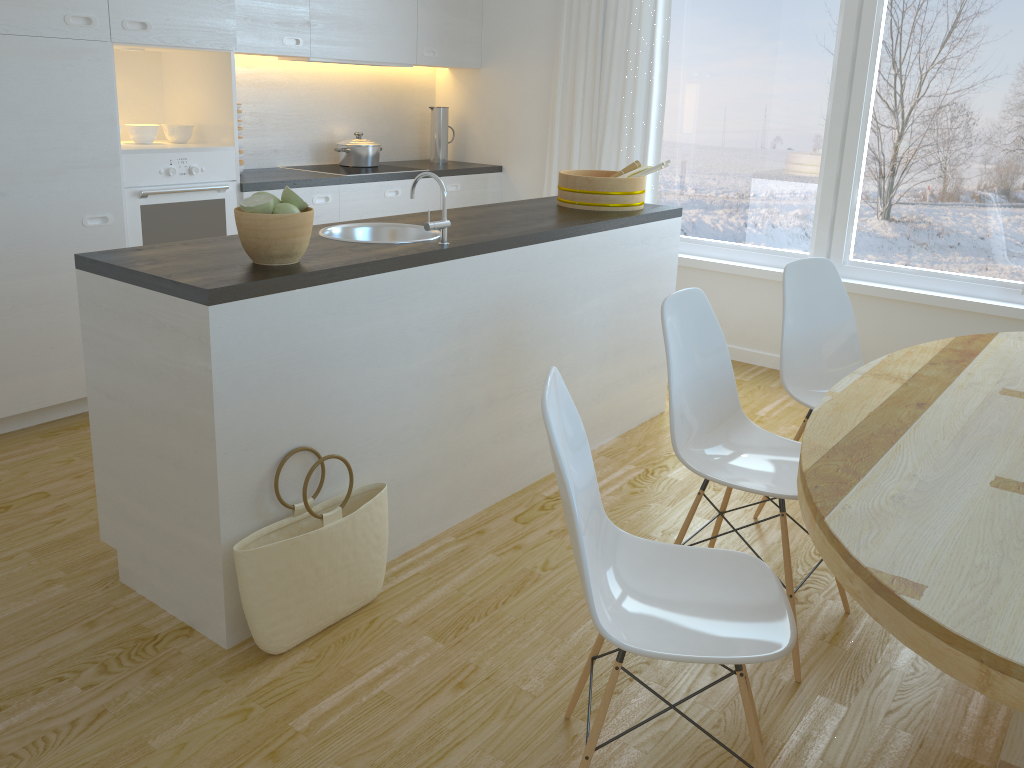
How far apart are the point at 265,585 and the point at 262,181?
2.6 meters

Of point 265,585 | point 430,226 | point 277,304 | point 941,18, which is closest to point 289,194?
point 277,304

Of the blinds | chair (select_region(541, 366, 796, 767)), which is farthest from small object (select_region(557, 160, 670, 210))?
chair (select_region(541, 366, 796, 767))

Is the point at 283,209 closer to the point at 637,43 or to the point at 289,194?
the point at 289,194

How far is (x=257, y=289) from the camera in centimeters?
214cm

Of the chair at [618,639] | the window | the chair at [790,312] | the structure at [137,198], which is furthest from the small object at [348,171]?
the chair at [618,639]

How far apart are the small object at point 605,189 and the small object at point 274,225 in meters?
1.5

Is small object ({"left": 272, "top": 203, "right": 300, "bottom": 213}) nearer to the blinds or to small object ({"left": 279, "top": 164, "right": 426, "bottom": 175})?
small object ({"left": 279, "top": 164, "right": 426, "bottom": 175})

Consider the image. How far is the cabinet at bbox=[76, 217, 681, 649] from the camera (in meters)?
2.19

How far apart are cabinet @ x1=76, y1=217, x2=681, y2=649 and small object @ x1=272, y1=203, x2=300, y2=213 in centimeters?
21cm
